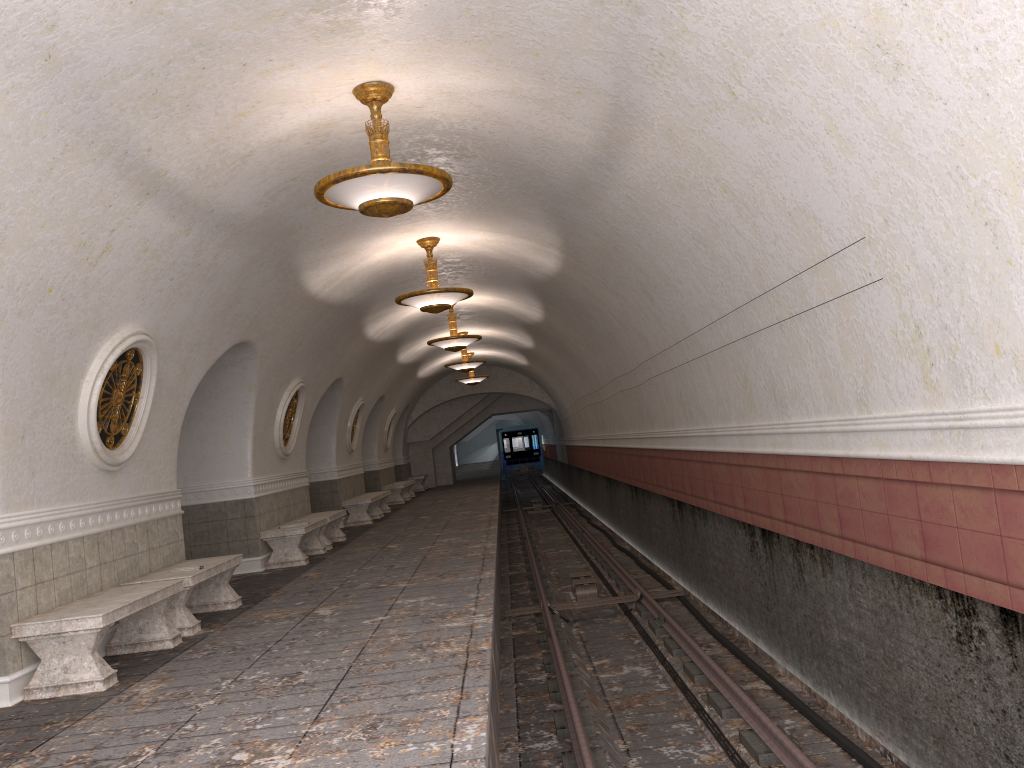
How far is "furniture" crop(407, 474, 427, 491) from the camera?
30.1m

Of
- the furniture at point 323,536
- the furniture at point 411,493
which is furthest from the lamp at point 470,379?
the furniture at point 323,536

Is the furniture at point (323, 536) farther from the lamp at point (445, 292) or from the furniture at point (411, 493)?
the furniture at point (411, 493)

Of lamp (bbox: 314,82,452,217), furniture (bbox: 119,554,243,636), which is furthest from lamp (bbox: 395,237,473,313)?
lamp (bbox: 314,82,452,217)

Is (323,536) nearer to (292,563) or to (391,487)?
(292,563)

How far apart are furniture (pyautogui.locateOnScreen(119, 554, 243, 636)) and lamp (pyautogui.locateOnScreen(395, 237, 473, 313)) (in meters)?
3.77

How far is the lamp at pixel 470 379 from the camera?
25.43m

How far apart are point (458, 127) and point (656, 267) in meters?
2.5 m

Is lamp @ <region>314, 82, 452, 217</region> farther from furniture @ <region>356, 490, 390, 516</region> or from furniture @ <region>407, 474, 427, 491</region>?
furniture @ <region>407, 474, 427, 491</region>

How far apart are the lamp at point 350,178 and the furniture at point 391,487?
17.6m
